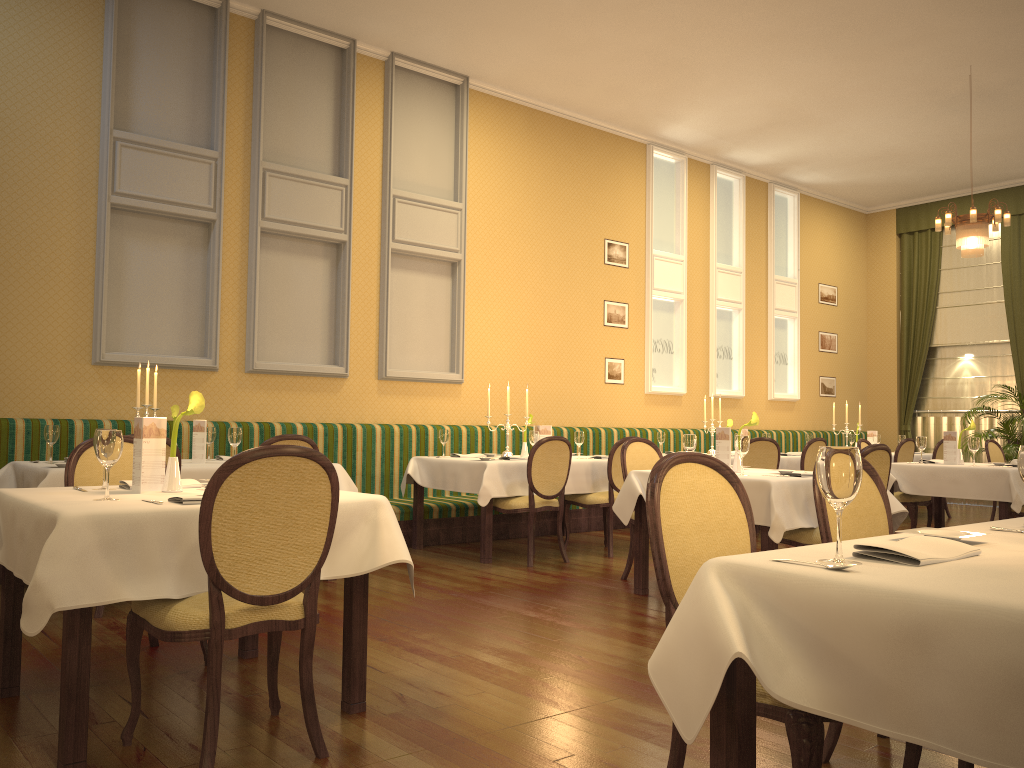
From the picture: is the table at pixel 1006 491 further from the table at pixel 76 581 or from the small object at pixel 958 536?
the table at pixel 76 581

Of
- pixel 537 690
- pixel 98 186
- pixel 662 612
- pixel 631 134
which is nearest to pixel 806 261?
pixel 631 134

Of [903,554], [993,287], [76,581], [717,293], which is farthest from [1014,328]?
[76,581]

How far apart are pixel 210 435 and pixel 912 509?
5.71m

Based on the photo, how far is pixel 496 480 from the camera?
6.55m

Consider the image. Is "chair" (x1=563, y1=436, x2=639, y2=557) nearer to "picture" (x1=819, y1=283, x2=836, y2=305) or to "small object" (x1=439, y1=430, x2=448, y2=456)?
"small object" (x1=439, y1=430, x2=448, y2=456)

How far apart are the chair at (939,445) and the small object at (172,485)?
9.4m

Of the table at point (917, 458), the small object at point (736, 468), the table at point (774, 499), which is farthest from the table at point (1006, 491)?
the table at point (917, 458)

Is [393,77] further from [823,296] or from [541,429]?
[823,296]

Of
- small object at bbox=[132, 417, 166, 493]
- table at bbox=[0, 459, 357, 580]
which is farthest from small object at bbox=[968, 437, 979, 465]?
small object at bbox=[132, 417, 166, 493]
